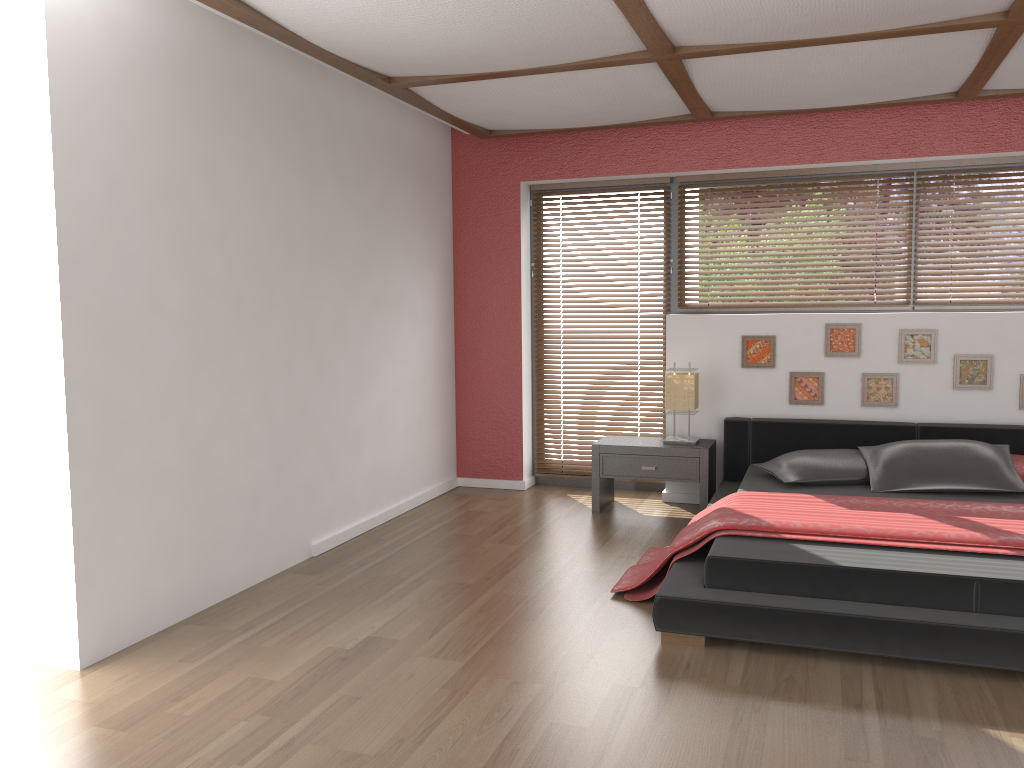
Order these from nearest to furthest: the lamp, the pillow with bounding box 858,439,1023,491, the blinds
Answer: the pillow with bounding box 858,439,1023,491 → the lamp → the blinds

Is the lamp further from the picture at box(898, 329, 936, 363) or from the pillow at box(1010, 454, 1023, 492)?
the pillow at box(1010, 454, 1023, 492)

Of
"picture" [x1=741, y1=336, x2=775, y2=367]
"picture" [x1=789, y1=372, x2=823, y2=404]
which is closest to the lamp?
"picture" [x1=741, y1=336, x2=775, y2=367]

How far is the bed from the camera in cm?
302

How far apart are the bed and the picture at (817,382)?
0.2m

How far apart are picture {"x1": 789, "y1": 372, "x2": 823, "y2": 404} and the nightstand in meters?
0.5

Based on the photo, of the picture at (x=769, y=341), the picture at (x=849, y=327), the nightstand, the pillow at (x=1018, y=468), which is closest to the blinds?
the nightstand

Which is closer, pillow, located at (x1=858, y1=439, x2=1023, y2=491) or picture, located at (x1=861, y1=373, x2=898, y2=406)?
pillow, located at (x1=858, y1=439, x2=1023, y2=491)

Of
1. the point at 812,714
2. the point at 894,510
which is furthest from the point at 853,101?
the point at 812,714

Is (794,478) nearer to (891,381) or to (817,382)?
(817,382)
